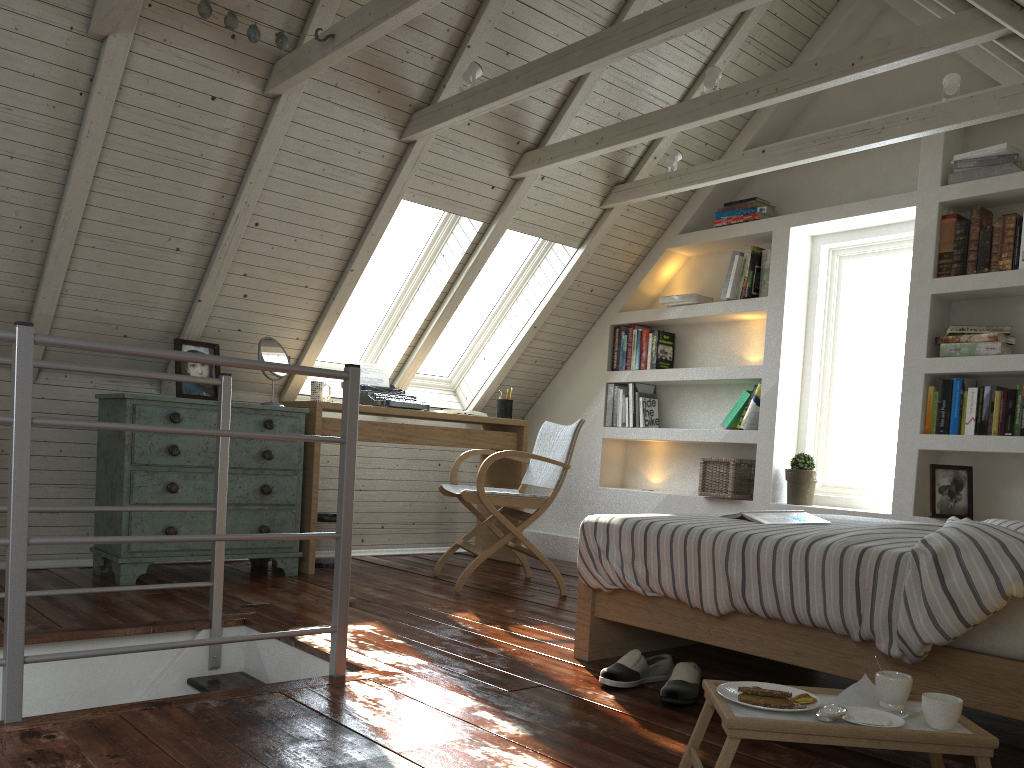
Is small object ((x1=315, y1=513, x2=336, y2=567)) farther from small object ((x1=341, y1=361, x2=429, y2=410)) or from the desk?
small object ((x1=341, y1=361, x2=429, y2=410))

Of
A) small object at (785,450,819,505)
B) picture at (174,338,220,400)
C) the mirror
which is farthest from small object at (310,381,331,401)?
small object at (785,450,819,505)

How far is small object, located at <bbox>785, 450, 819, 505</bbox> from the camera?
4.15m

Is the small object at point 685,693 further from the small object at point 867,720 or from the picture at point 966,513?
the picture at point 966,513

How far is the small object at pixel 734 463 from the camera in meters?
4.4

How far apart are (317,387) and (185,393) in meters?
0.6 m

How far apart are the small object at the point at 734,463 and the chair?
0.8m

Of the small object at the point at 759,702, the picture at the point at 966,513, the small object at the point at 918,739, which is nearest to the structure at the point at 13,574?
the small object at the point at 918,739

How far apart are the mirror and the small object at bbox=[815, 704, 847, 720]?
3.0 meters

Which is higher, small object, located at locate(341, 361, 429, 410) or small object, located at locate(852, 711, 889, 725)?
small object, located at locate(341, 361, 429, 410)
